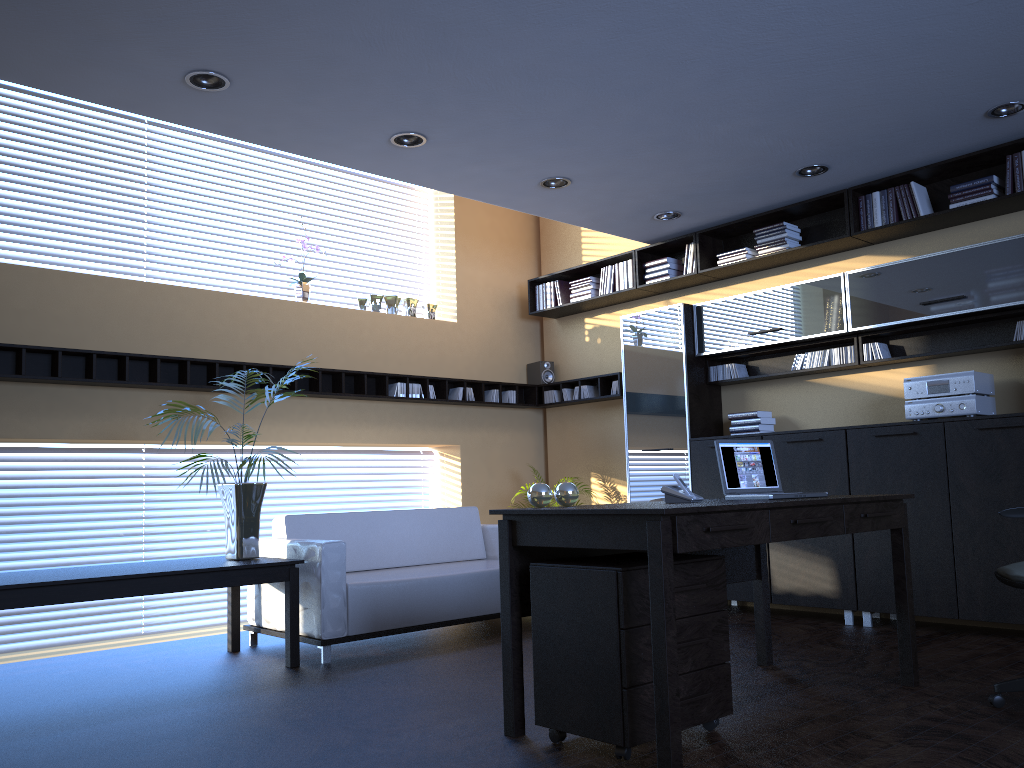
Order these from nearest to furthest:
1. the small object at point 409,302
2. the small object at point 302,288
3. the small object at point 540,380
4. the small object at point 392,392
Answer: the small object at point 302,288, the small object at point 392,392, the small object at point 409,302, the small object at point 540,380

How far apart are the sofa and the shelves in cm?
116

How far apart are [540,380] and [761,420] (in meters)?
2.50

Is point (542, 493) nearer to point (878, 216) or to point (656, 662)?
point (656, 662)

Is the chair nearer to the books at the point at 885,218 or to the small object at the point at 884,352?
the small object at the point at 884,352

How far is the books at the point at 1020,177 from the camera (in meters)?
5.39

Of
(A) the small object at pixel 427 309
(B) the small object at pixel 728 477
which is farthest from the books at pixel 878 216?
(A) the small object at pixel 427 309

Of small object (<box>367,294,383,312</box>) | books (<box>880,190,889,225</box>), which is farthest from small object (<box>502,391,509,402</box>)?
books (<box>880,190,889,225</box>)

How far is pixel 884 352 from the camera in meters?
6.1

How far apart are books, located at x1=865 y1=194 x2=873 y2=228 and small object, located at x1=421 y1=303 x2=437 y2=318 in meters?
3.8 m
